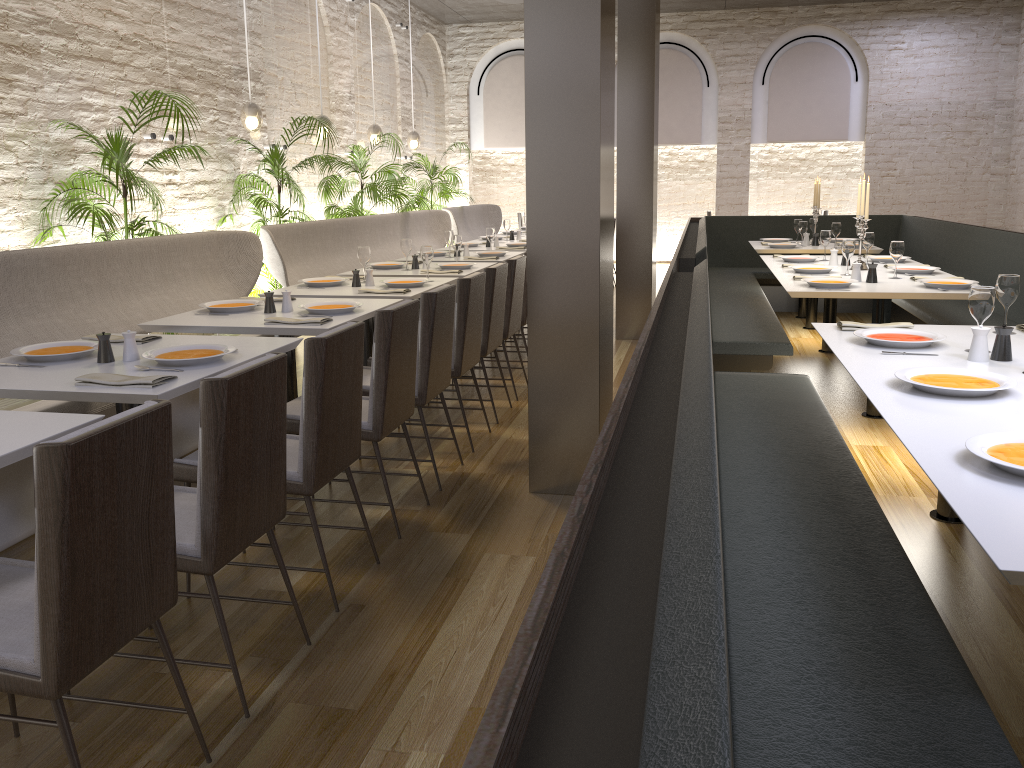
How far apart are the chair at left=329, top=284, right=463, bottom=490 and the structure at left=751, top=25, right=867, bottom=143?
10.4 meters

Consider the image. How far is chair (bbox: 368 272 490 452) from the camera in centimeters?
446cm

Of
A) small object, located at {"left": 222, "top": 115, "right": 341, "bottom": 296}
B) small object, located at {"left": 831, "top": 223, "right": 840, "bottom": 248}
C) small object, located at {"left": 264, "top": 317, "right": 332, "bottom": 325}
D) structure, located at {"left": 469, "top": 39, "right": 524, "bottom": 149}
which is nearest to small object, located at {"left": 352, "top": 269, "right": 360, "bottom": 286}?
small object, located at {"left": 264, "top": 317, "right": 332, "bottom": 325}

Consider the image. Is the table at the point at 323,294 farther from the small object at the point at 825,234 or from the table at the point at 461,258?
the small object at the point at 825,234

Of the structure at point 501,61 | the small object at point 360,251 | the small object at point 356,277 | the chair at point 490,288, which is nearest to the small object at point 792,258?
the chair at point 490,288

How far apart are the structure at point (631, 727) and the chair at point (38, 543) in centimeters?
100cm

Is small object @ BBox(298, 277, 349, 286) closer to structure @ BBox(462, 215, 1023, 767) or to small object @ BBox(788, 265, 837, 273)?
structure @ BBox(462, 215, 1023, 767)

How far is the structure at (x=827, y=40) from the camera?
12.8m

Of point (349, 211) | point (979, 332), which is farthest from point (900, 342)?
point (349, 211)

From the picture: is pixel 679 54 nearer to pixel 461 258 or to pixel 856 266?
pixel 461 258
